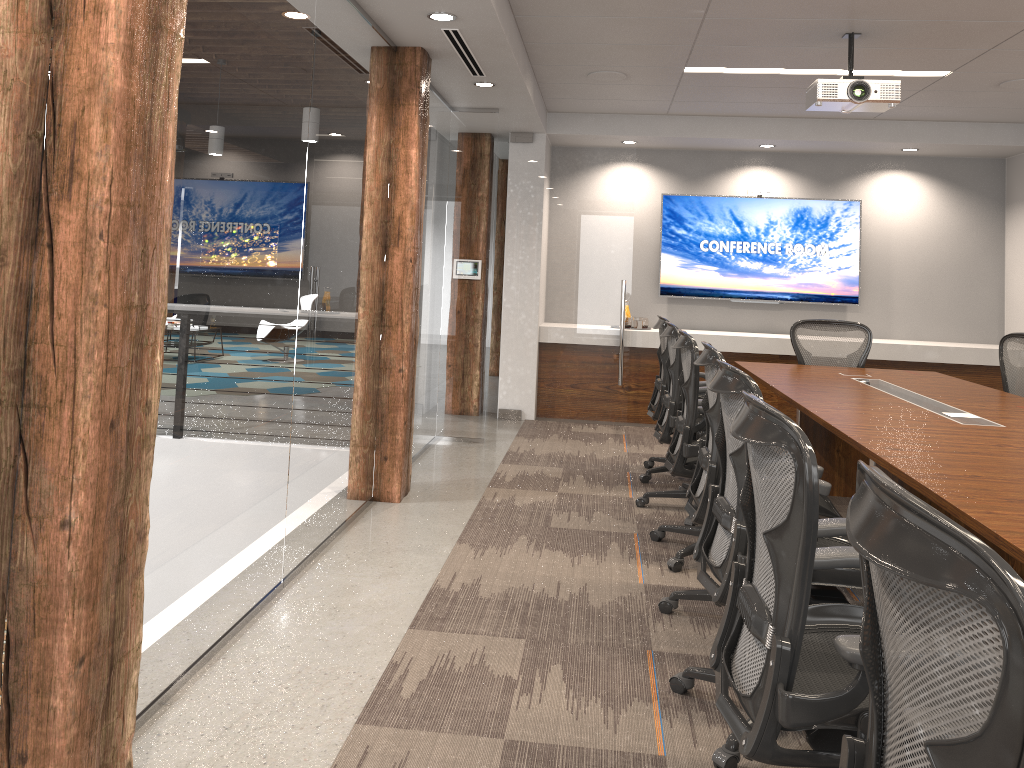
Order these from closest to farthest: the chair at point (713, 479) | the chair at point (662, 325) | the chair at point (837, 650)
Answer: the chair at point (837, 650) < the chair at point (713, 479) < the chair at point (662, 325)

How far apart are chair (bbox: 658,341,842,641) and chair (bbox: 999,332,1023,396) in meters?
3.0 m

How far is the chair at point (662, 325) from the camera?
5.8 meters

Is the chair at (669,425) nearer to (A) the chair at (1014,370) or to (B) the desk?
(B) the desk

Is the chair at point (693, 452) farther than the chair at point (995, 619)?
Yes

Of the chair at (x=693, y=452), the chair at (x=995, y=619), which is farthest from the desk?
the chair at (x=995, y=619)

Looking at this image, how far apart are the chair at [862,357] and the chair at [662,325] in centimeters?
107cm

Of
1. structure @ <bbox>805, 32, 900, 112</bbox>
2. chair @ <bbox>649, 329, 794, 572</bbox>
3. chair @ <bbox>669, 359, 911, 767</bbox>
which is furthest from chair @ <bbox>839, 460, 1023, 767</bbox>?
structure @ <bbox>805, 32, 900, 112</bbox>

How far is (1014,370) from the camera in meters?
5.8

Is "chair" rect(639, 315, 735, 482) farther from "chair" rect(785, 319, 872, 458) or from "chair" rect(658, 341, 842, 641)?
"chair" rect(658, 341, 842, 641)
